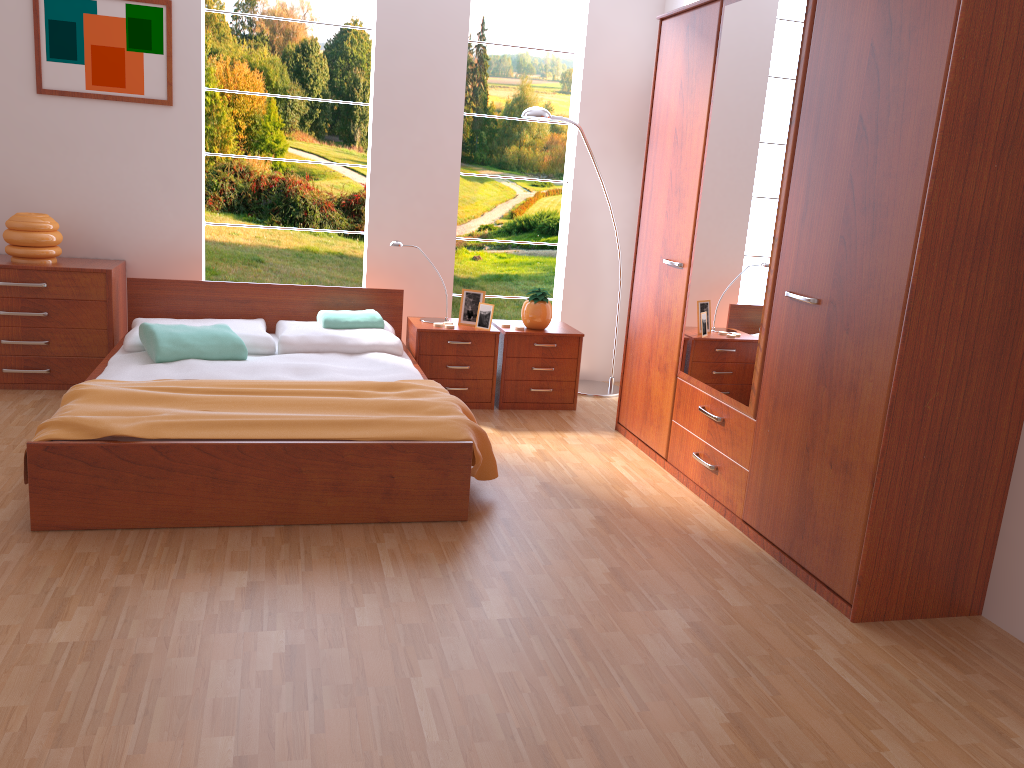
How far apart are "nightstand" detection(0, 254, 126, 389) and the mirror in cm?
281

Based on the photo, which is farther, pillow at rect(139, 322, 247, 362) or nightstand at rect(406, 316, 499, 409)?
nightstand at rect(406, 316, 499, 409)

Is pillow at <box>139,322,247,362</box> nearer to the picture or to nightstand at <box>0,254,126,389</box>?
nightstand at <box>0,254,126,389</box>

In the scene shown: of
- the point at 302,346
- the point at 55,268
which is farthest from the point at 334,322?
the point at 55,268

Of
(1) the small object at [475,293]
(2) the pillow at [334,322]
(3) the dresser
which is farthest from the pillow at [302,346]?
(3) the dresser

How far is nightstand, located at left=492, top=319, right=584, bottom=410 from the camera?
4.7 meters

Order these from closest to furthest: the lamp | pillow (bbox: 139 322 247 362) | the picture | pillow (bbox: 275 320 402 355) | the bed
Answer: the bed, pillow (bbox: 139 322 247 362), pillow (bbox: 275 320 402 355), the picture, the lamp

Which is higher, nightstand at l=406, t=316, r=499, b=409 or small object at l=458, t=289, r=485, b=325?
small object at l=458, t=289, r=485, b=325

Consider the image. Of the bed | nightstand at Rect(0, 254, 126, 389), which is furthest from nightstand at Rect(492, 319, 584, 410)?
nightstand at Rect(0, 254, 126, 389)

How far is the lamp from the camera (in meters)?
4.69
